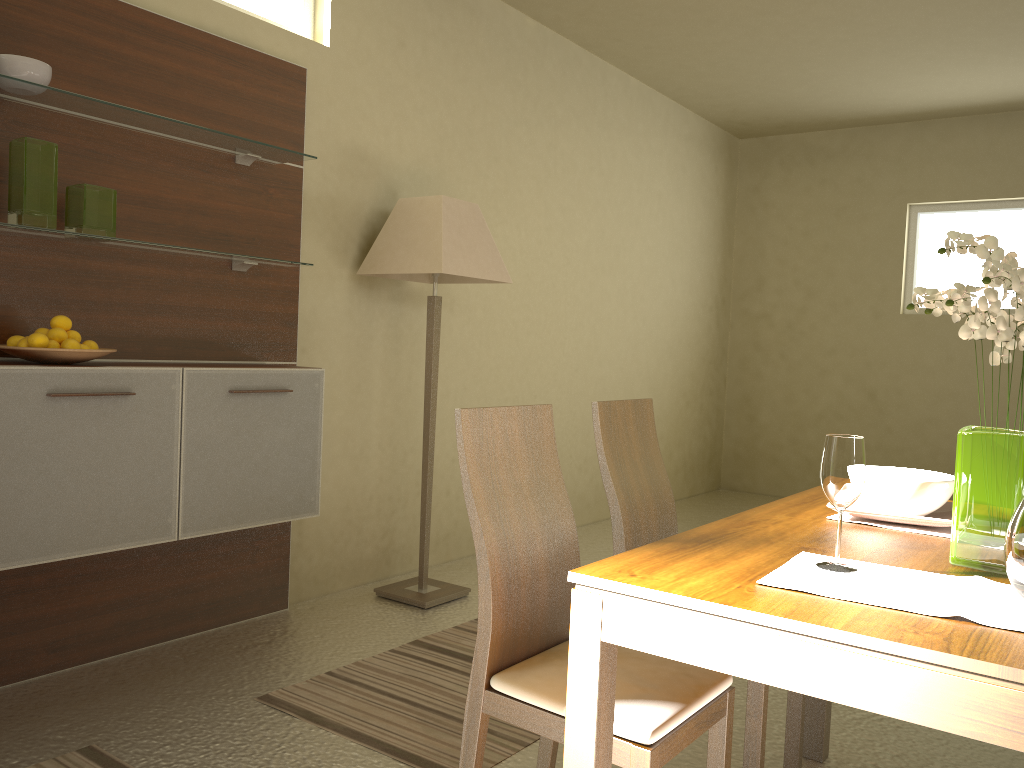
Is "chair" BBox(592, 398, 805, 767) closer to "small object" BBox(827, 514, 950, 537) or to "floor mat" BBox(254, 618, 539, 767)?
"small object" BBox(827, 514, 950, 537)

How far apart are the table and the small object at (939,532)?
0.1 meters

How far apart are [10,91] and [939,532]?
2.8m

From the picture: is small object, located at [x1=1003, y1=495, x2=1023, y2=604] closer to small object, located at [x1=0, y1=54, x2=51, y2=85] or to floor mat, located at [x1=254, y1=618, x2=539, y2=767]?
floor mat, located at [x1=254, y1=618, x2=539, y2=767]

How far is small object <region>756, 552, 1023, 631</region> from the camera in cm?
131

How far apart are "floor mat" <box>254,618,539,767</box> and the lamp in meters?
0.3 m

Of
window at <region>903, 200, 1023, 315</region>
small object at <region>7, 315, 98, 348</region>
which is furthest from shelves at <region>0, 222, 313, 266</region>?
window at <region>903, 200, 1023, 315</region>

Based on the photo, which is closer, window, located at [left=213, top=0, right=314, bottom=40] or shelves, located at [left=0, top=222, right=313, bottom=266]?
shelves, located at [left=0, top=222, right=313, bottom=266]

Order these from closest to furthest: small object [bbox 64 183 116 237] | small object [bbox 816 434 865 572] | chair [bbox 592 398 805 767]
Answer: small object [bbox 816 434 865 572]
chair [bbox 592 398 805 767]
small object [bbox 64 183 116 237]

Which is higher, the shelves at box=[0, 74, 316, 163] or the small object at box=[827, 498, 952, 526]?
the shelves at box=[0, 74, 316, 163]
